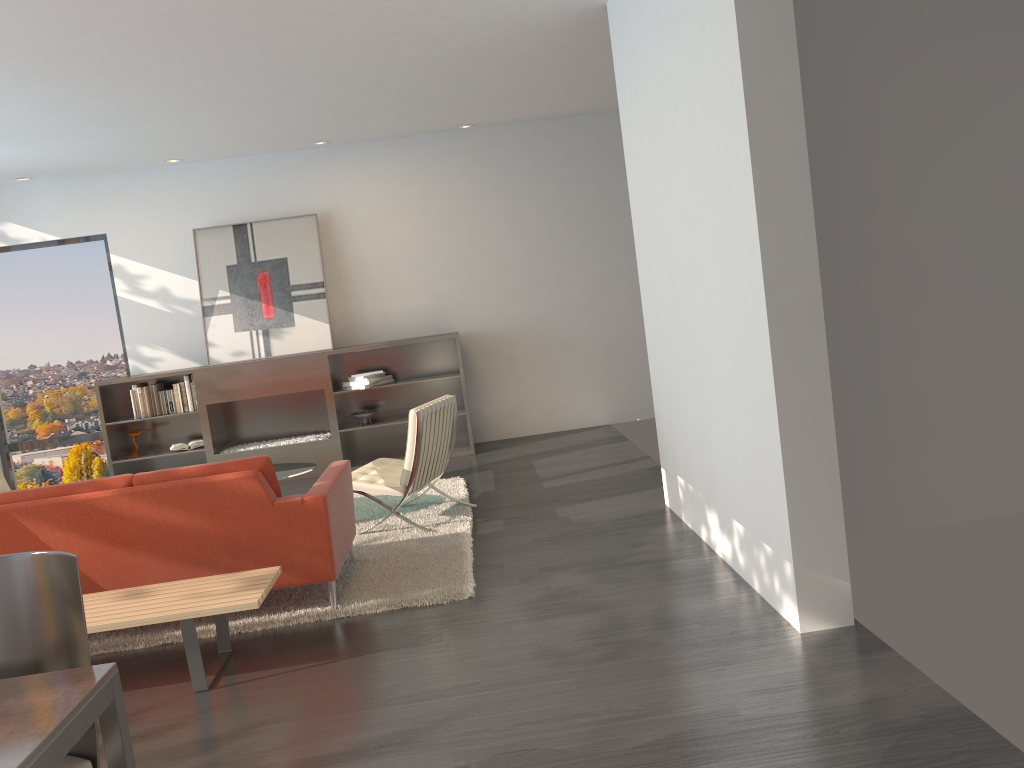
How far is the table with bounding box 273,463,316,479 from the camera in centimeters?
601cm

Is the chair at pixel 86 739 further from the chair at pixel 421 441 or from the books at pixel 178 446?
the books at pixel 178 446

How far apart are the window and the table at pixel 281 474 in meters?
3.5

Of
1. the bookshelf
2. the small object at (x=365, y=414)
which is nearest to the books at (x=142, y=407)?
the bookshelf

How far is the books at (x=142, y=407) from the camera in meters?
8.2 m

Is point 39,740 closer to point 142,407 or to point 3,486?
point 3,486

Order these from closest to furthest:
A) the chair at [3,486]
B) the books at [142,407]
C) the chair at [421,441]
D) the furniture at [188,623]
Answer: the furniture at [188,623], the chair at [421,441], the chair at [3,486], the books at [142,407]

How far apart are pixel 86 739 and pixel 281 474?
3.85m

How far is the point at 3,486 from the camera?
6.8 meters

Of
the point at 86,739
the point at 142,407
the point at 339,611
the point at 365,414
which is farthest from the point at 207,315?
the point at 86,739
